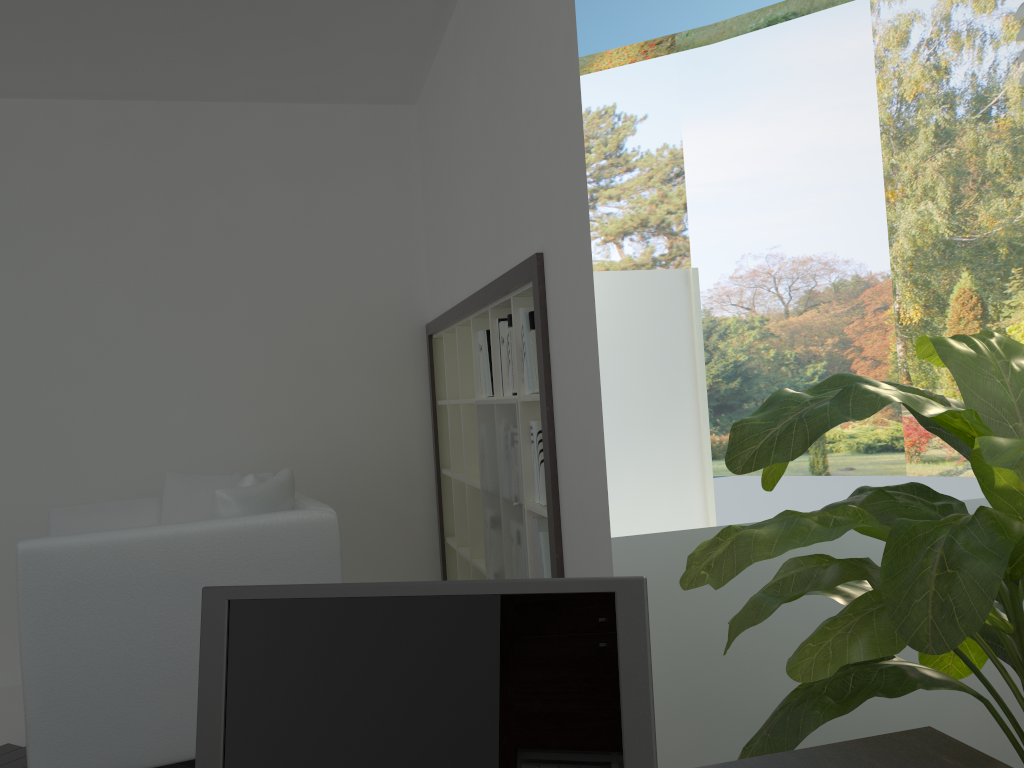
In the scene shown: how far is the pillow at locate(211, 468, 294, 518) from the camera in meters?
2.8

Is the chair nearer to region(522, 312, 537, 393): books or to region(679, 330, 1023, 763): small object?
region(522, 312, 537, 393): books

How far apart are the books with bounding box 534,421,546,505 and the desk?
1.7 meters

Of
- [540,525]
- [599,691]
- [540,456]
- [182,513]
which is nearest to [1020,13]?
[540,456]

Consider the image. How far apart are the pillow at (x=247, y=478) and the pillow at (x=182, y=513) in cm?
11

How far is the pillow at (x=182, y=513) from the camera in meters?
3.6 m

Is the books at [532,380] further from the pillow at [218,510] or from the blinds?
the blinds

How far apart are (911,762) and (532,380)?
1.82m

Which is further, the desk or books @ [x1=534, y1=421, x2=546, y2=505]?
books @ [x1=534, y1=421, x2=546, y2=505]

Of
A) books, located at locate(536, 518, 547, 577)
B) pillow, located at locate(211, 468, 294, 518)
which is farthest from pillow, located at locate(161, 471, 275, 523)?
books, located at locate(536, 518, 547, 577)
